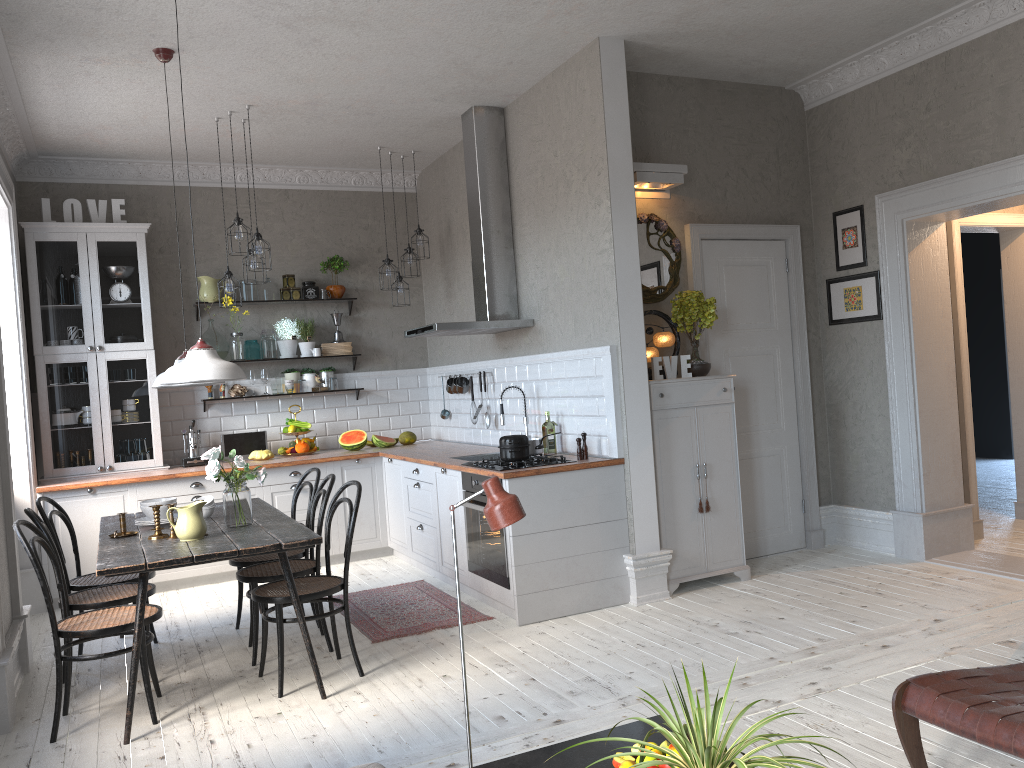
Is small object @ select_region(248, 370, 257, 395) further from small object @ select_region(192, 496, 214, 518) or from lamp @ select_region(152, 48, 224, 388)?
small object @ select_region(192, 496, 214, 518)

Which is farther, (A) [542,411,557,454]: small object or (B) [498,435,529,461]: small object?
(A) [542,411,557,454]: small object

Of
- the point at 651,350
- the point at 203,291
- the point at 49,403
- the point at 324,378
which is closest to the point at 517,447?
the point at 651,350

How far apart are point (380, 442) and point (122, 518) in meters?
3.1 m

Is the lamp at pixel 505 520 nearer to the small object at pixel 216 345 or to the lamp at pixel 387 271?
the lamp at pixel 387 271

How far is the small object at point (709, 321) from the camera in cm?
547

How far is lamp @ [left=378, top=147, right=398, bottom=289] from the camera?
7.1 meters

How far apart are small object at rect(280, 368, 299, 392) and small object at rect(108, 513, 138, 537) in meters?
3.2

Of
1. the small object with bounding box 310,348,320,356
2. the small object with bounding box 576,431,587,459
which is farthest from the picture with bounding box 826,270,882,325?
the small object with bounding box 310,348,320,356

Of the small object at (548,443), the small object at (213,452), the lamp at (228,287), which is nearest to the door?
the small object at (548,443)
